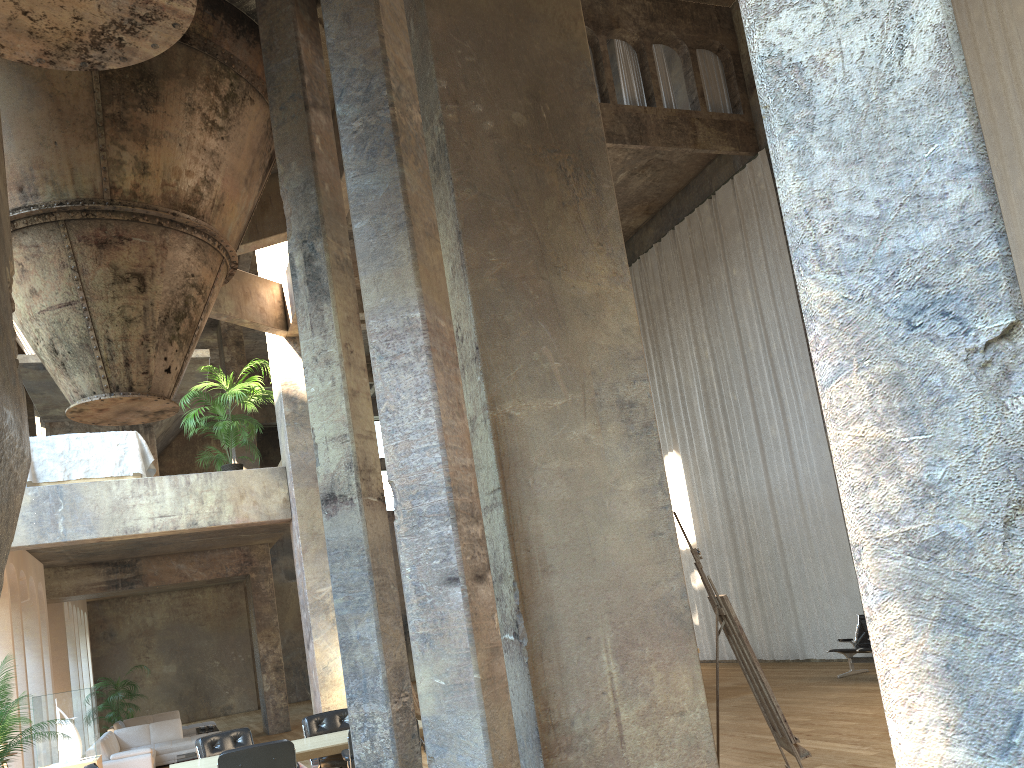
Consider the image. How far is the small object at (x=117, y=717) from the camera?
18.2m

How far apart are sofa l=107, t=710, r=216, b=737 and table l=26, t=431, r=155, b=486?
7.5 meters

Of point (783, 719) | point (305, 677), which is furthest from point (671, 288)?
point (305, 677)

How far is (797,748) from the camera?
5.1 meters

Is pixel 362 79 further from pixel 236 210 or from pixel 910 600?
pixel 910 600

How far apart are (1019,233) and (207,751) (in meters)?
11.10

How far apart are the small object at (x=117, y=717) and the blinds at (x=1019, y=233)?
18.2m

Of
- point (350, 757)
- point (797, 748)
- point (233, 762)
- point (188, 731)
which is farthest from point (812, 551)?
point (188, 731)

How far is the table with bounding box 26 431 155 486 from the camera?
11.27m

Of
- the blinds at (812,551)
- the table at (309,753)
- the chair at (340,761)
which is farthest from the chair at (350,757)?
the blinds at (812,551)
